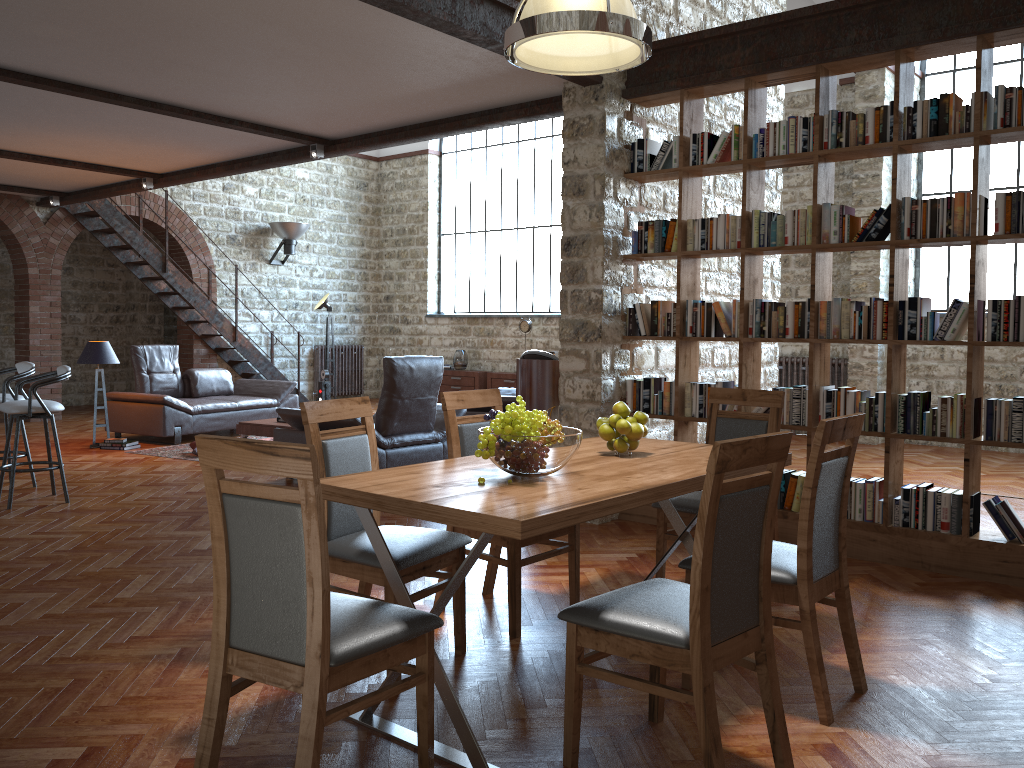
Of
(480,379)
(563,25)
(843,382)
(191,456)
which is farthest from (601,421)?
(480,379)

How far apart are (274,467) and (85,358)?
7.9 meters

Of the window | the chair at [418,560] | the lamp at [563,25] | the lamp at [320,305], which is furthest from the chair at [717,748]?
the lamp at [320,305]

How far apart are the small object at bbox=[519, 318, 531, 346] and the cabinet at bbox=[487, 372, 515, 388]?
0.7m

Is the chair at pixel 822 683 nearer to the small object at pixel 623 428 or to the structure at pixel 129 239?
the small object at pixel 623 428

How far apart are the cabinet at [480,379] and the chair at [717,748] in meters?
11.3

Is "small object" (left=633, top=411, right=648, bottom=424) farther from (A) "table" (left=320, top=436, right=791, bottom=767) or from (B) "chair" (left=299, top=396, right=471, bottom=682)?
(B) "chair" (left=299, top=396, right=471, bottom=682)

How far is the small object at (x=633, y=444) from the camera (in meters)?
3.56

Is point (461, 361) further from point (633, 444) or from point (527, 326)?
point (633, 444)

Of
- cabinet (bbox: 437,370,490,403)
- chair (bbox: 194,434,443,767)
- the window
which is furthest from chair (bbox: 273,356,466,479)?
cabinet (bbox: 437,370,490,403)
